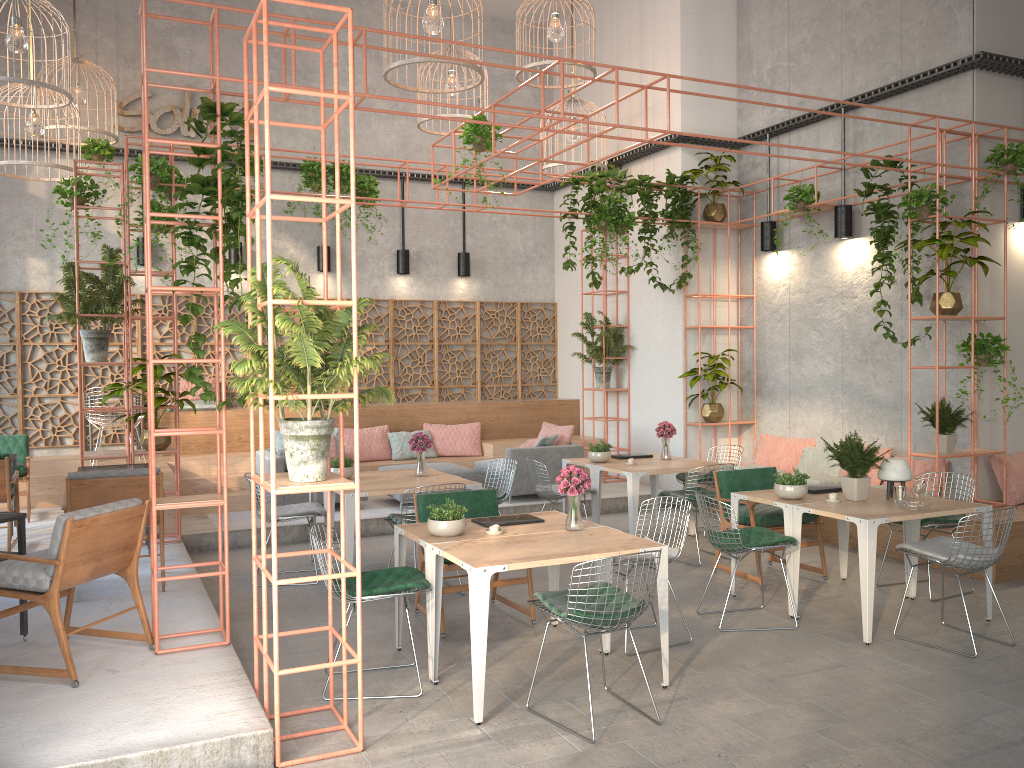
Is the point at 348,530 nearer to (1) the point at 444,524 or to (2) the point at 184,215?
(1) the point at 444,524

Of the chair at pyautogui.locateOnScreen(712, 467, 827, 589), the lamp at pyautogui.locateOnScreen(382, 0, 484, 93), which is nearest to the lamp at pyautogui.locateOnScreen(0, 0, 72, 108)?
the lamp at pyautogui.locateOnScreen(382, 0, 484, 93)

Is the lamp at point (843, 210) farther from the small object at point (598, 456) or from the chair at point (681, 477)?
the small object at point (598, 456)

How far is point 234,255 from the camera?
12.1m

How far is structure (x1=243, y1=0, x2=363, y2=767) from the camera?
4.13m

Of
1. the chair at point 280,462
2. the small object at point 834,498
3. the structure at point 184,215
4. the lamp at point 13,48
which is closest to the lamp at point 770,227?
the structure at point 184,215

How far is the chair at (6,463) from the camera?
7.89m

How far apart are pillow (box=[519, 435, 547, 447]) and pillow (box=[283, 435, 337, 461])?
2.50m

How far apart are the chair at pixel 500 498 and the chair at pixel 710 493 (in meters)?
1.66

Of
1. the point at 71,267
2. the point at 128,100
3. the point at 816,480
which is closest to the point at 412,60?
the point at 71,267
